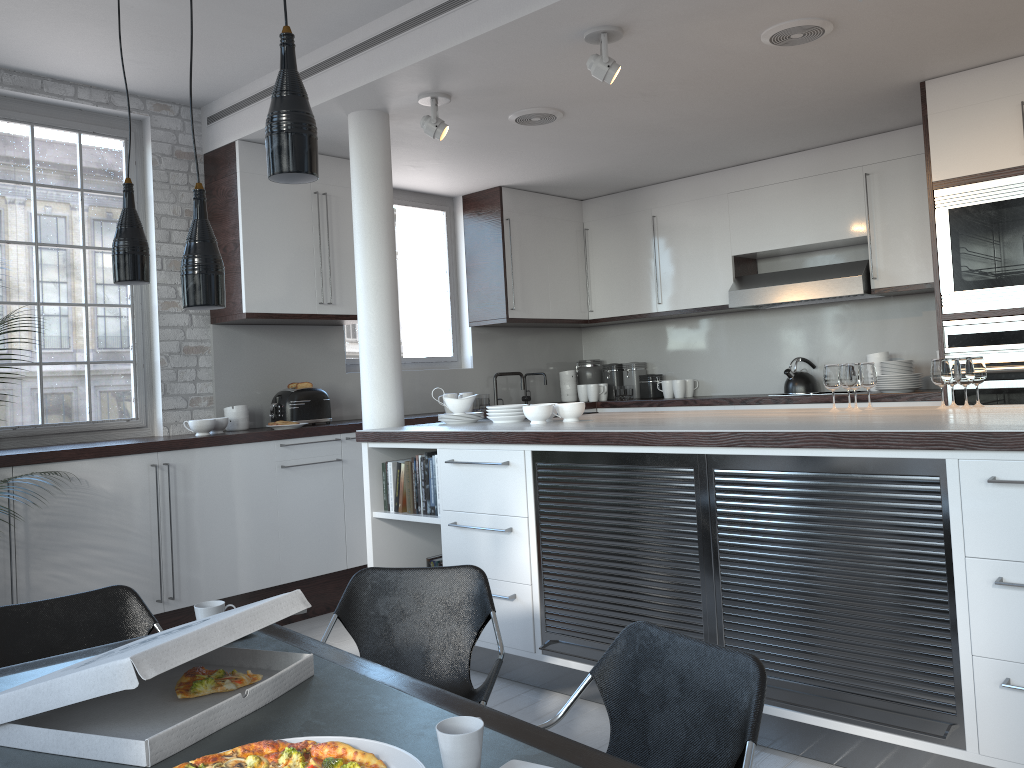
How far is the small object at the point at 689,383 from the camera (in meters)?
7.57

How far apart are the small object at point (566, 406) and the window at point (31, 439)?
Answer: 2.69m

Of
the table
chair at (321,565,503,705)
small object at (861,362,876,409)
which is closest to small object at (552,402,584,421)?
small object at (861,362,876,409)

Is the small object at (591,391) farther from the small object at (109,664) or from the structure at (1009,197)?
the small object at (109,664)

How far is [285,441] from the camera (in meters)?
5.46

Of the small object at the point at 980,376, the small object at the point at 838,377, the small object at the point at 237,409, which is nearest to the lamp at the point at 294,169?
the small object at the point at 838,377

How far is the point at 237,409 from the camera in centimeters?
562cm

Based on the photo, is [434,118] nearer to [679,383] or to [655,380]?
[679,383]

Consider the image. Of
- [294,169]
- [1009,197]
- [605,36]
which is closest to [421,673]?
[294,169]

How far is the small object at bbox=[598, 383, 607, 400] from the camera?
7.9m
